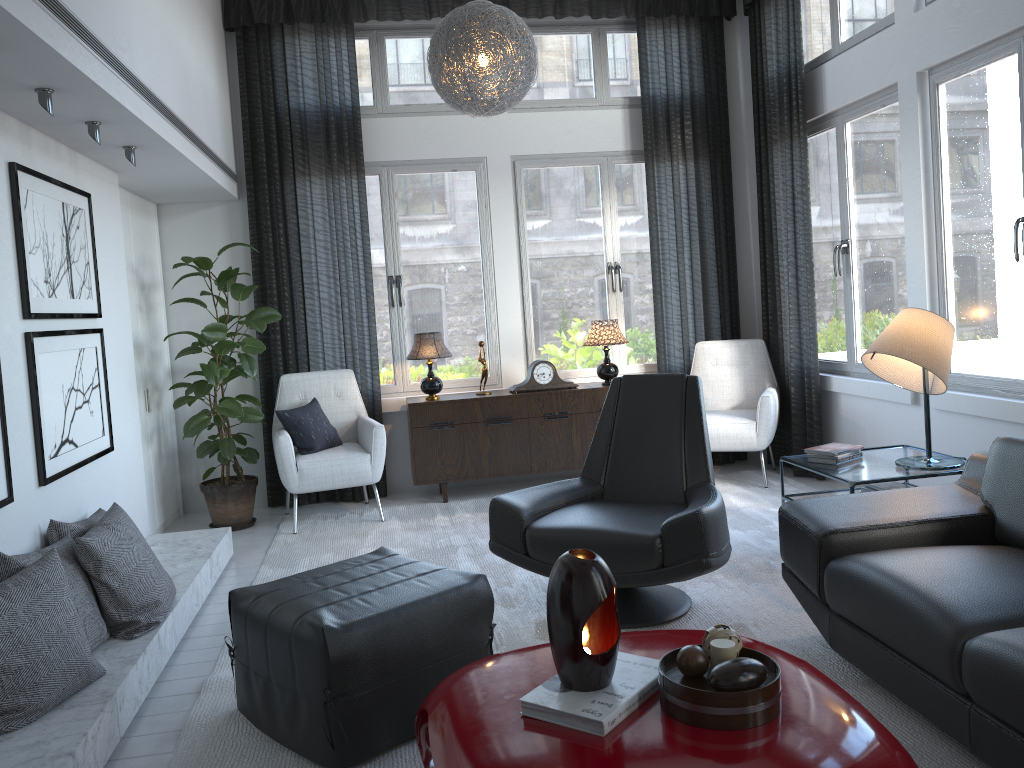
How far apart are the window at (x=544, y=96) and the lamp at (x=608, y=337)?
0.4 meters

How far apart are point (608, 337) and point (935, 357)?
2.3 meters

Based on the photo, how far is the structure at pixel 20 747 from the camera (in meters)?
2.17

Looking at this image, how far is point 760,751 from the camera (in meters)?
1.63

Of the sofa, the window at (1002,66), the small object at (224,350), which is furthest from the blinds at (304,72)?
the sofa

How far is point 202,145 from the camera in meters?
4.3

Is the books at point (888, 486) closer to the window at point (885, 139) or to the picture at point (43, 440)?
the window at point (885, 139)

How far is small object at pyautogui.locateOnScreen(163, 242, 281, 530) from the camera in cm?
460

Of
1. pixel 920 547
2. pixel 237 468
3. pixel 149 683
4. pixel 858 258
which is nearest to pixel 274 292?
pixel 237 468

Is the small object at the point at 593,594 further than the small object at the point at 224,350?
No
